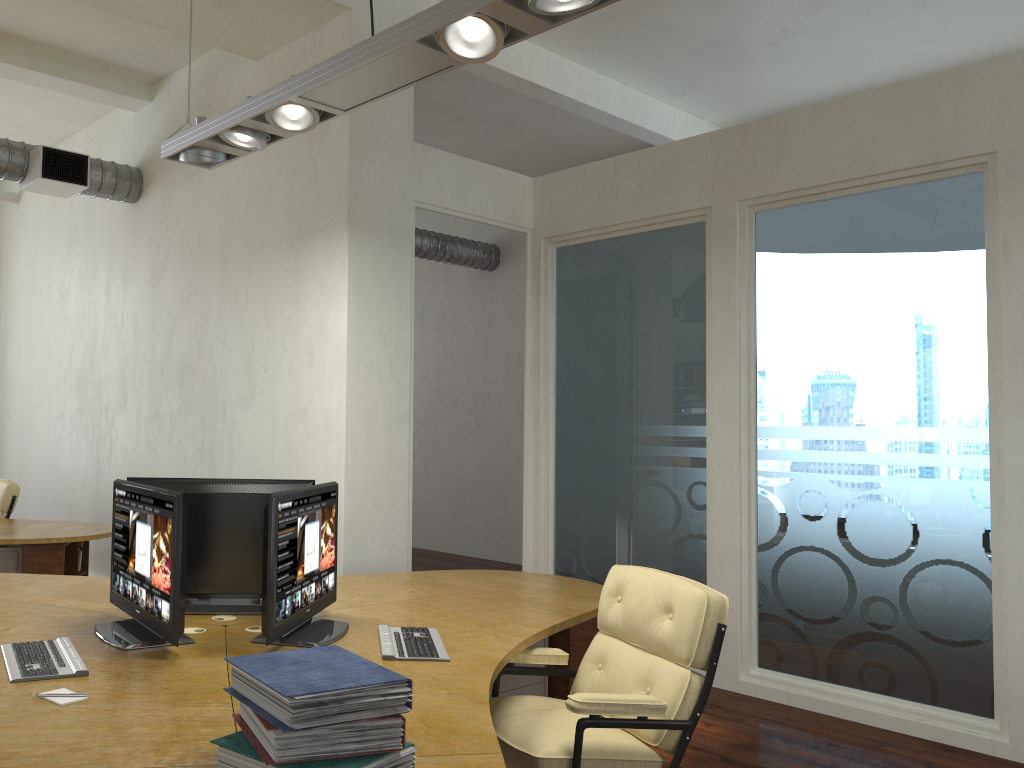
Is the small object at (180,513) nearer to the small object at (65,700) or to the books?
the small object at (65,700)

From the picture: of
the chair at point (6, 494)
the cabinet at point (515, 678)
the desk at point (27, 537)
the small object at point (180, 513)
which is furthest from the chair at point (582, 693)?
the chair at point (6, 494)

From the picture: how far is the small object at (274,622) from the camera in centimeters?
299cm

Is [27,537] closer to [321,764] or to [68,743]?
[68,743]

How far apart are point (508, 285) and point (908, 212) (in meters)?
5.87

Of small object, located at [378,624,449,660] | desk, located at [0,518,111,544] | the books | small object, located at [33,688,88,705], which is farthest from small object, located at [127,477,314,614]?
desk, located at [0,518,111,544]

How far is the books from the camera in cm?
185

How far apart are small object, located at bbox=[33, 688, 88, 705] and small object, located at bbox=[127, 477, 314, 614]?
1.1 meters

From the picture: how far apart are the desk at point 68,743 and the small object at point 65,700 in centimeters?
2cm

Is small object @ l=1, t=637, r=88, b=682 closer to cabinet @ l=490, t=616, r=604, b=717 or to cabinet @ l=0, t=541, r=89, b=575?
cabinet @ l=490, t=616, r=604, b=717
